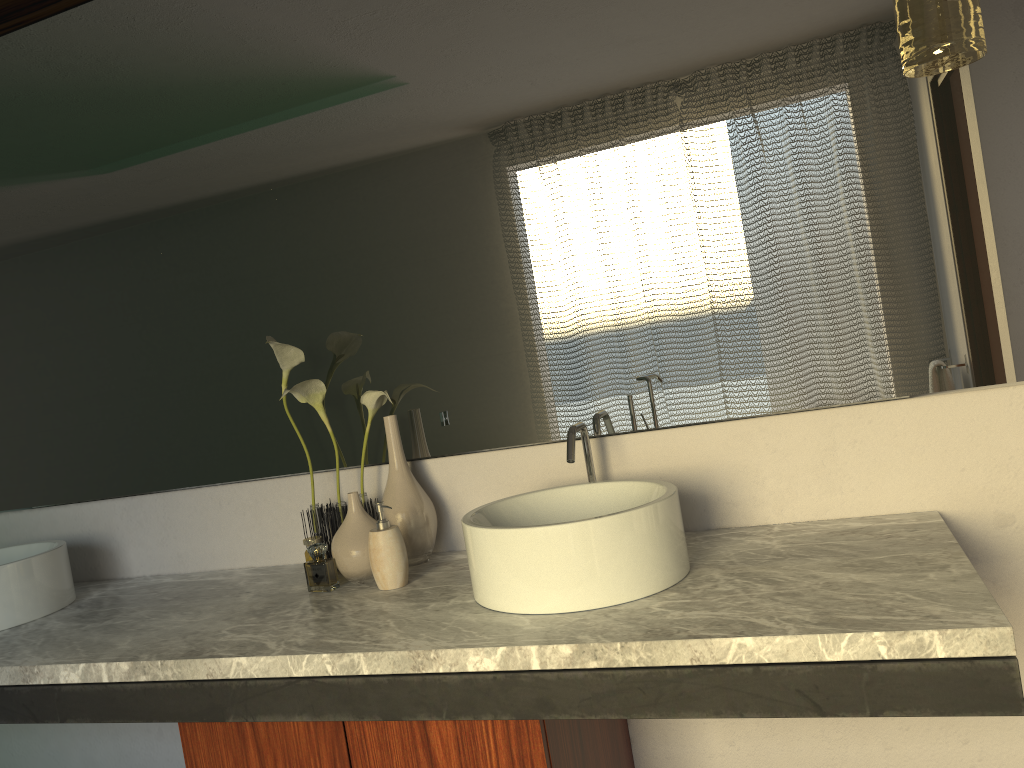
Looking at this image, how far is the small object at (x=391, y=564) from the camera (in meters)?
1.59

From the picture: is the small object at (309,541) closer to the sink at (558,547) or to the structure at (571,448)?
the sink at (558,547)

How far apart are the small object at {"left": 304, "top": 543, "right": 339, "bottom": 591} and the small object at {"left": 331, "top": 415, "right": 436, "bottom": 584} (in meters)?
0.04

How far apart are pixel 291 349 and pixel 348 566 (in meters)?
0.44

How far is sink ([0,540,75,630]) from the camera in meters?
1.8 m

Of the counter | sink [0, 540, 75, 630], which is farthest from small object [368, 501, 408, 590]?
sink [0, 540, 75, 630]

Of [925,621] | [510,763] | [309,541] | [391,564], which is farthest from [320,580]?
[925,621]

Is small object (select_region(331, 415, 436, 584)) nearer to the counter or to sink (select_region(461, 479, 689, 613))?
the counter

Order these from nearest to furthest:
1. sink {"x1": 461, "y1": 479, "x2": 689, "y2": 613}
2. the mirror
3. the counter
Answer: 1. the counter
2. sink {"x1": 461, "y1": 479, "x2": 689, "y2": 613}
3. the mirror

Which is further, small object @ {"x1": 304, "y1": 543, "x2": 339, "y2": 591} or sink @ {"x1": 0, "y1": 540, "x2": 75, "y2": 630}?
small object @ {"x1": 304, "y1": 543, "x2": 339, "y2": 591}
